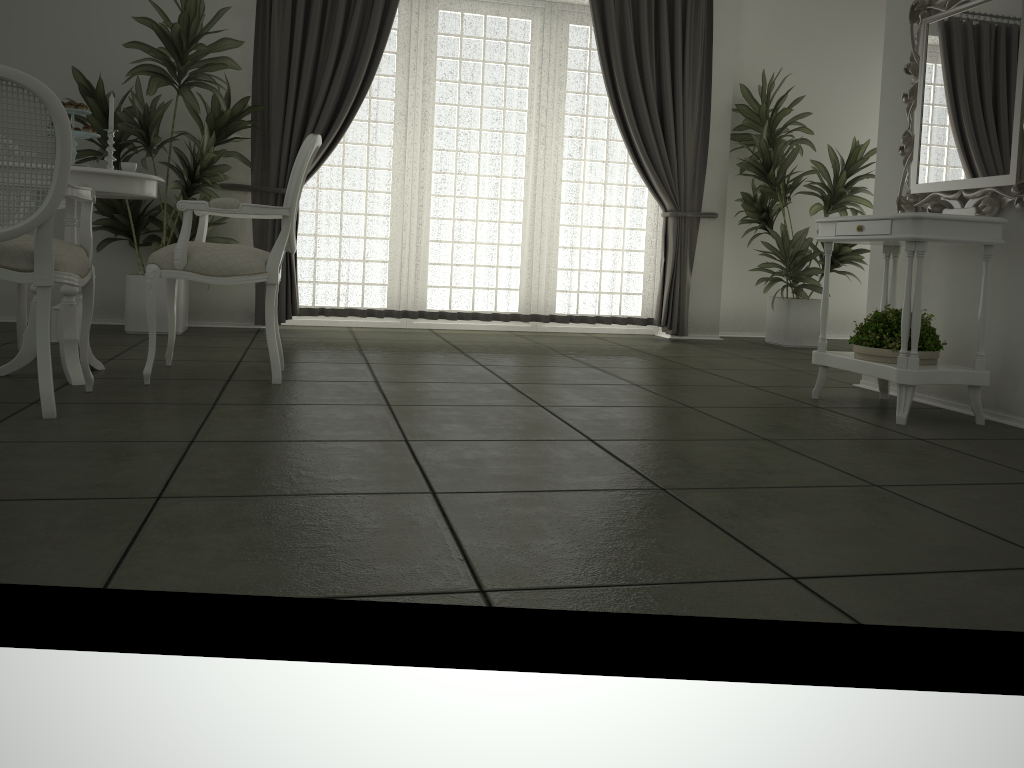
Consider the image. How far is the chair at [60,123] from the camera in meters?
2.6 m

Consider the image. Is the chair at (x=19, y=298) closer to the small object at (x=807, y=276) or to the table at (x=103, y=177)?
the table at (x=103, y=177)

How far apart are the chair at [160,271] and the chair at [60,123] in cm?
25

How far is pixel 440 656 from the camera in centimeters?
152cm

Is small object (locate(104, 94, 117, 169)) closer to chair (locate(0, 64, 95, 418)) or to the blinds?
chair (locate(0, 64, 95, 418))

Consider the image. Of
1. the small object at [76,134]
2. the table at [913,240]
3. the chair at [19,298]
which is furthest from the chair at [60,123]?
the table at [913,240]

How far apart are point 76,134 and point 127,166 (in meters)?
0.21

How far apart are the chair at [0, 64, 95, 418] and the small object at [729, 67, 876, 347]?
4.52m

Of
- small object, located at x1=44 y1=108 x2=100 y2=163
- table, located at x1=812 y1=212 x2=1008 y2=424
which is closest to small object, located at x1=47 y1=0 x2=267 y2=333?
small object, located at x1=44 y1=108 x2=100 y2=163

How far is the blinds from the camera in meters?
5.7
